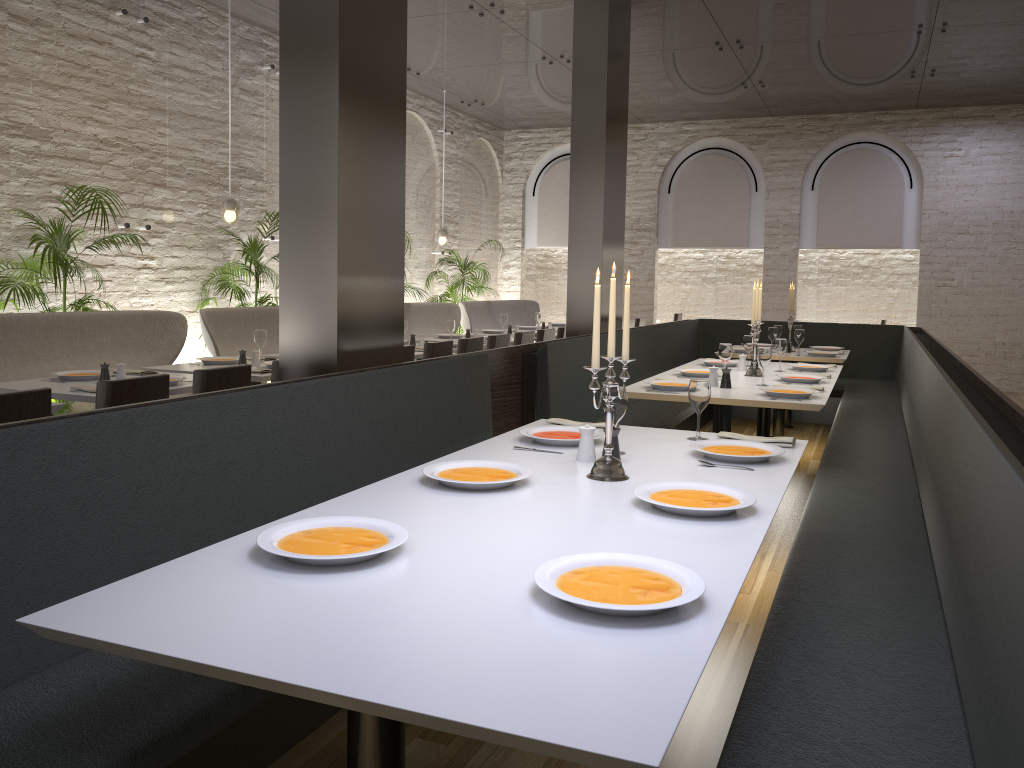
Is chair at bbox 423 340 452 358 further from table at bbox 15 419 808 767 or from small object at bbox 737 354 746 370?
Answer: table at bbox 15 419 808 767

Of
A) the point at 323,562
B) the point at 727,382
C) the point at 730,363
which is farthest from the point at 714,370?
the point at 323,562

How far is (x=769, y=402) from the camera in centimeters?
459cm

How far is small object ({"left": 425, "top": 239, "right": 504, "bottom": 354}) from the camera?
11.98m

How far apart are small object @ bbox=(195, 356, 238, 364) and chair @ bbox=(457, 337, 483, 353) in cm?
172

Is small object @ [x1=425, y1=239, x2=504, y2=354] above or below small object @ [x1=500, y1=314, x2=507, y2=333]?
above

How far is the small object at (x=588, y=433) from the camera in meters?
2.9

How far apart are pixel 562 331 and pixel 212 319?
3.5 meters

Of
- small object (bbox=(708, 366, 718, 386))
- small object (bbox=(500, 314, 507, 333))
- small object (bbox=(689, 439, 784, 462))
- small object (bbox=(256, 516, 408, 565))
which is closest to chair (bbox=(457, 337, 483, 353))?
small object (bbox=(708, 366, 718, 386))

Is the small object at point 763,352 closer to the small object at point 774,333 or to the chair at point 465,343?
the chair at point 465,343
